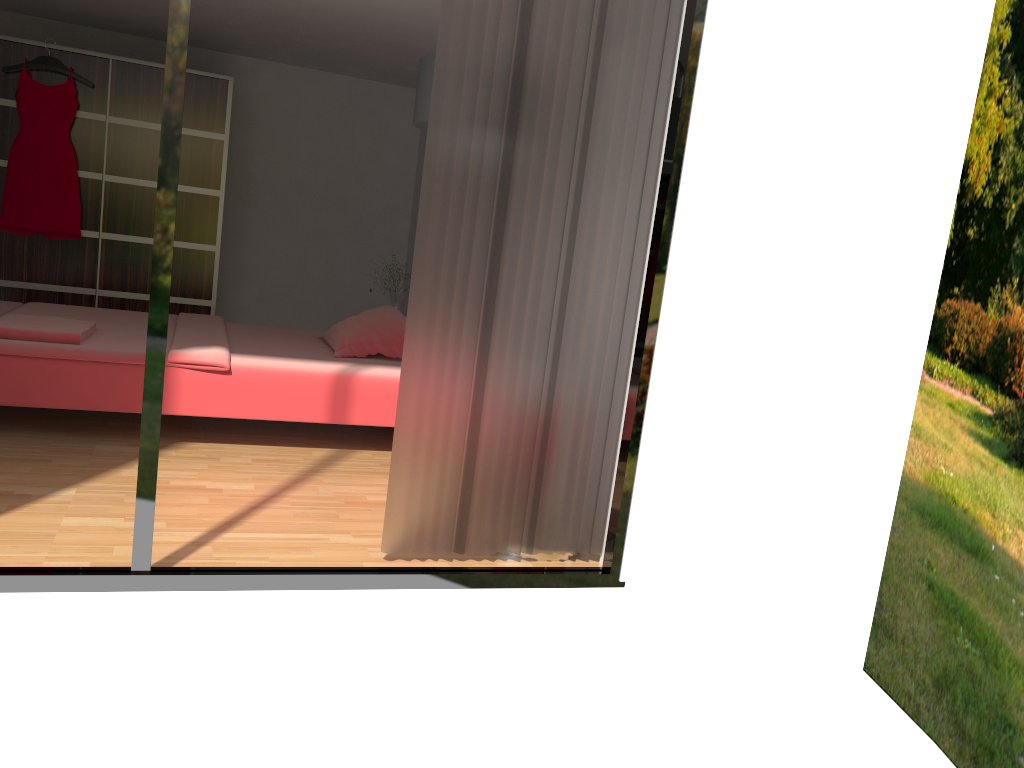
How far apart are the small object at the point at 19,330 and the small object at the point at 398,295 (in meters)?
2.37

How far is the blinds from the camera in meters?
2.7

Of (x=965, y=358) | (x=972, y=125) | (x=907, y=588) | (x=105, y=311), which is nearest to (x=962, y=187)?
(x=972, y=125)

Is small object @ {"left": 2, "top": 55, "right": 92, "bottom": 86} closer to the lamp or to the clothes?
the clothes

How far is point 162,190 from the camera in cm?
235

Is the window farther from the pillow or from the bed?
the pillow

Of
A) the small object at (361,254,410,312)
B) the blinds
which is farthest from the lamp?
the small object at (361,254,410,312)

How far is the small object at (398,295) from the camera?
6.2 meters

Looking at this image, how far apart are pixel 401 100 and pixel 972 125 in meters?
4.1

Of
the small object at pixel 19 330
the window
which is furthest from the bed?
the window
